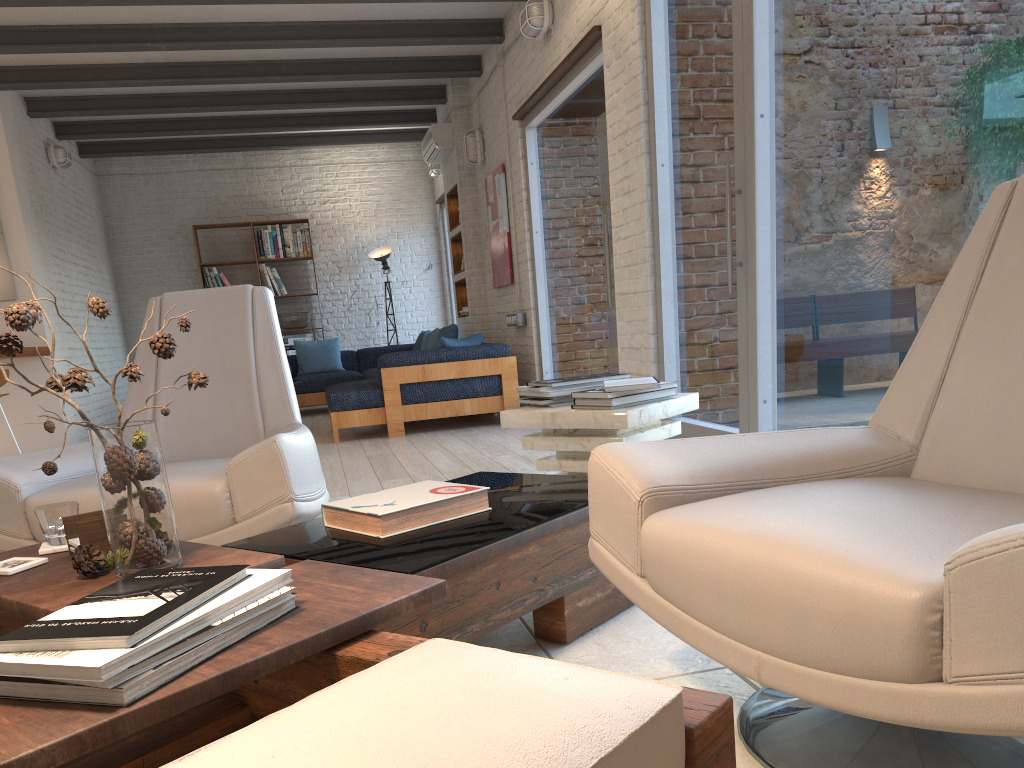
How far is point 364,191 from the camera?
11.3 meters

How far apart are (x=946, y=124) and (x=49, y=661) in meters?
2.7 m

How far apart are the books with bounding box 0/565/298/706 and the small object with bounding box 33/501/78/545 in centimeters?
67cm

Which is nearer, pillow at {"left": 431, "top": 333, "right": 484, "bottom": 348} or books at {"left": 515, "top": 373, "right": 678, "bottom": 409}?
books at {"left": 515, "top": 373, "right": 678, "bottom": 409}

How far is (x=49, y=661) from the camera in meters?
1.0

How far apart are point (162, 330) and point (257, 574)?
2.2m

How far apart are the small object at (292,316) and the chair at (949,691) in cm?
956

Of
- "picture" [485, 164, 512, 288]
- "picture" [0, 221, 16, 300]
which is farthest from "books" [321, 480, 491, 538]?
"picture" [0, 221, 16, 300]

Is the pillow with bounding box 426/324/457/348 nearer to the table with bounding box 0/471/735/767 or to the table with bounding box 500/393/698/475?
the table with bounding box 500/393/698/475

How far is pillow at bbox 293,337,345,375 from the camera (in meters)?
10.12
